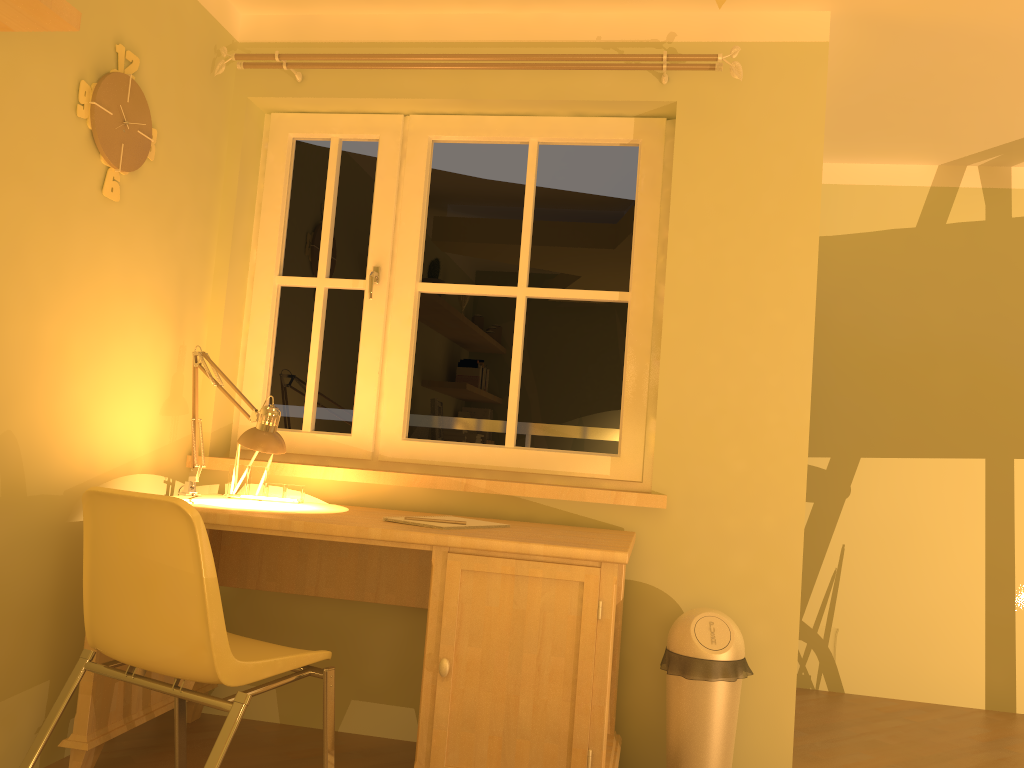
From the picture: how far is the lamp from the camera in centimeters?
249cm

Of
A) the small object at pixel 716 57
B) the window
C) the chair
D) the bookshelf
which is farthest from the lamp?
the small object at pixel 716 57

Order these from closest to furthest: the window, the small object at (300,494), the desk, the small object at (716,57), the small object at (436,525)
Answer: the desk → the small object at (436,525) → the small object at (716,57) → the small object at (300,494) → the window

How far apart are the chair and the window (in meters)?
0.96

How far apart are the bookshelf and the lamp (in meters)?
1.07

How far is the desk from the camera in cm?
207

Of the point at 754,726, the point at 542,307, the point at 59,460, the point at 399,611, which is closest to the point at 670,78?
the point at 542,307

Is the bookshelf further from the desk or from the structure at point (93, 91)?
the desk

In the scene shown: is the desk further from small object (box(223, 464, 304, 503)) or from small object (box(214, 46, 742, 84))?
small object (box(214, 46, 742, 84))

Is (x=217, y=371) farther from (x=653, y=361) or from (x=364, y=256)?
(x=653, y=361)
